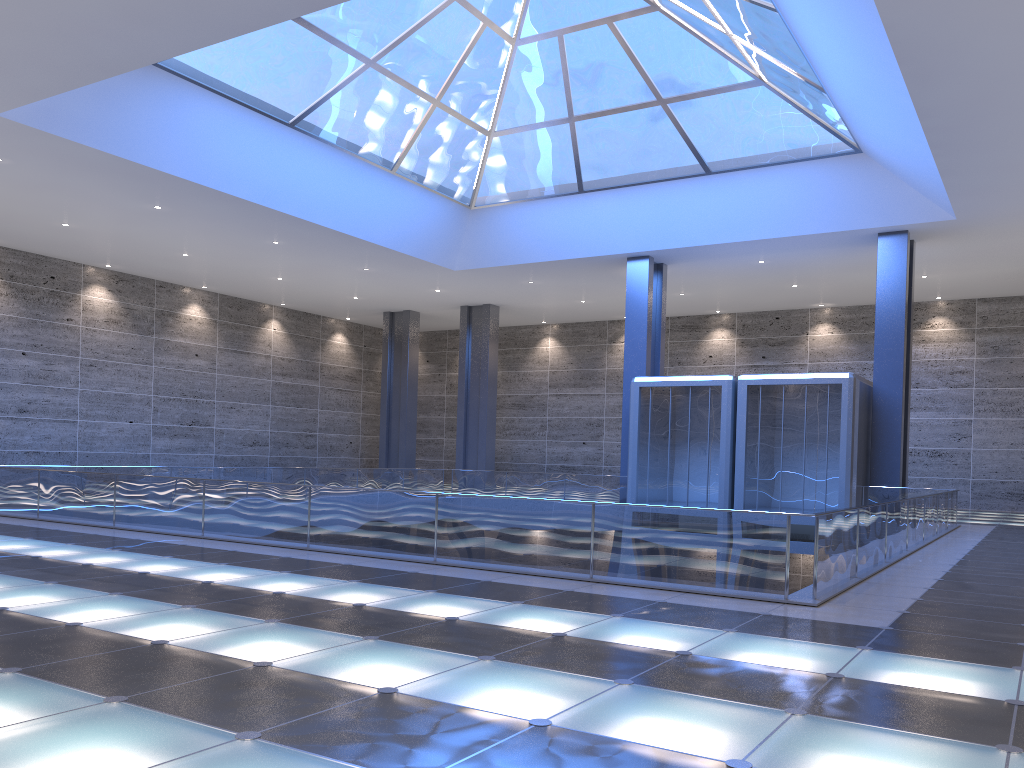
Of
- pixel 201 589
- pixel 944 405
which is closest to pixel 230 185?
pixel 201 589
